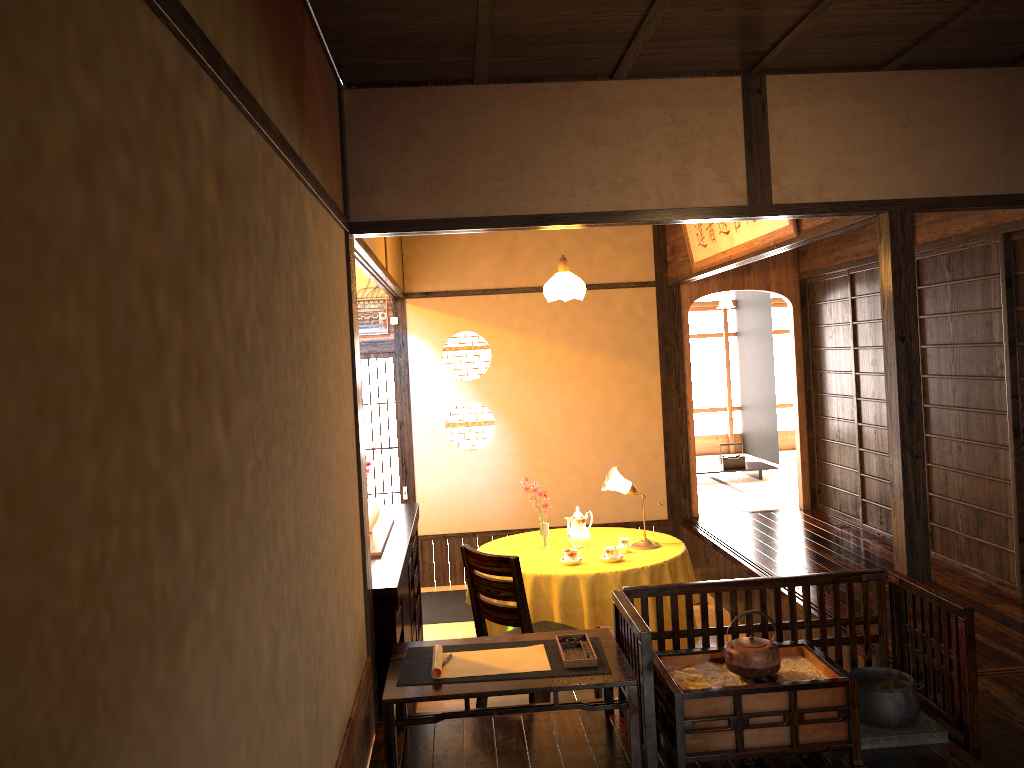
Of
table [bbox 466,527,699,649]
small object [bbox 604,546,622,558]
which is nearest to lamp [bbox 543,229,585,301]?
table [bbox 466,527,699,649]

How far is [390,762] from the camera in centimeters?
303cm

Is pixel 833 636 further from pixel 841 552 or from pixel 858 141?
pixel 841 552

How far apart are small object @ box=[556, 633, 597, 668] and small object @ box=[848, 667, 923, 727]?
1.0m

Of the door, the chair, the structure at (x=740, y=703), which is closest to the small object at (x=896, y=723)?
the structure at (x=740, y=703)

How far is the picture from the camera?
4.97m

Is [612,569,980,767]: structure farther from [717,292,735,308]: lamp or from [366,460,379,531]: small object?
[717,292,735,308]: lamp

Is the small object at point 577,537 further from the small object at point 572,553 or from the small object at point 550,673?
the small object at point 550,673

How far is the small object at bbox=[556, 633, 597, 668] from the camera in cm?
322

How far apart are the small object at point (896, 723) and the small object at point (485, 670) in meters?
1.2
